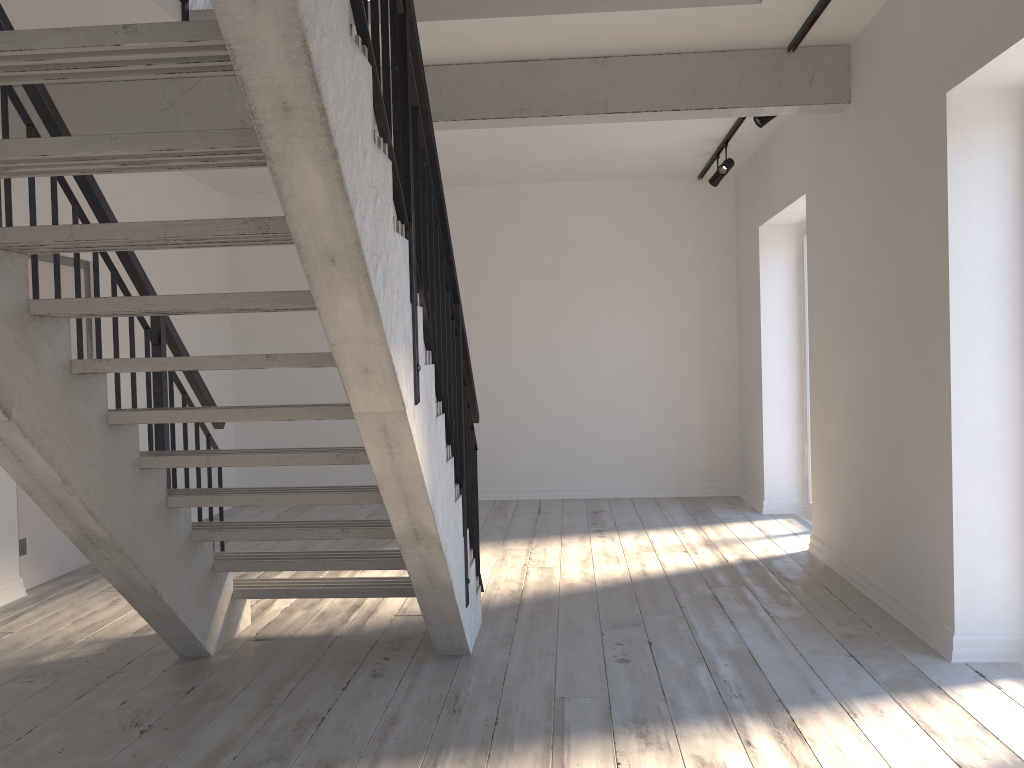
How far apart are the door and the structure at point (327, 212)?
0.8m

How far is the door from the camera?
5.3m

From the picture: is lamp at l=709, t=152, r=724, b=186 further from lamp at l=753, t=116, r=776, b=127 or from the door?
the door

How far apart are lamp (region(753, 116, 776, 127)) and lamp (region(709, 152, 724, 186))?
1.7 meters

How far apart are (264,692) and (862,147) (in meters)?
3.93

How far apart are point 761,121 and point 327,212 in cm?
413

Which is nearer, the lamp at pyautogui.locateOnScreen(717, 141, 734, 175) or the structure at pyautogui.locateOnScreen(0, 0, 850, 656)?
the structure at pyautogui.locateOnScreen(0, 0, 850, 656)

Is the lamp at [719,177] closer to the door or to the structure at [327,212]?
the structure at [327,212]

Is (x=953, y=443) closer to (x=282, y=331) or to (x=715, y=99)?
(x=715, y=99)

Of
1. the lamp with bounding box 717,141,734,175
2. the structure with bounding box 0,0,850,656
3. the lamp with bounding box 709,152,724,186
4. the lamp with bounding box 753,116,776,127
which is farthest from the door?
the lamp with bounding box 709,152,724,186
